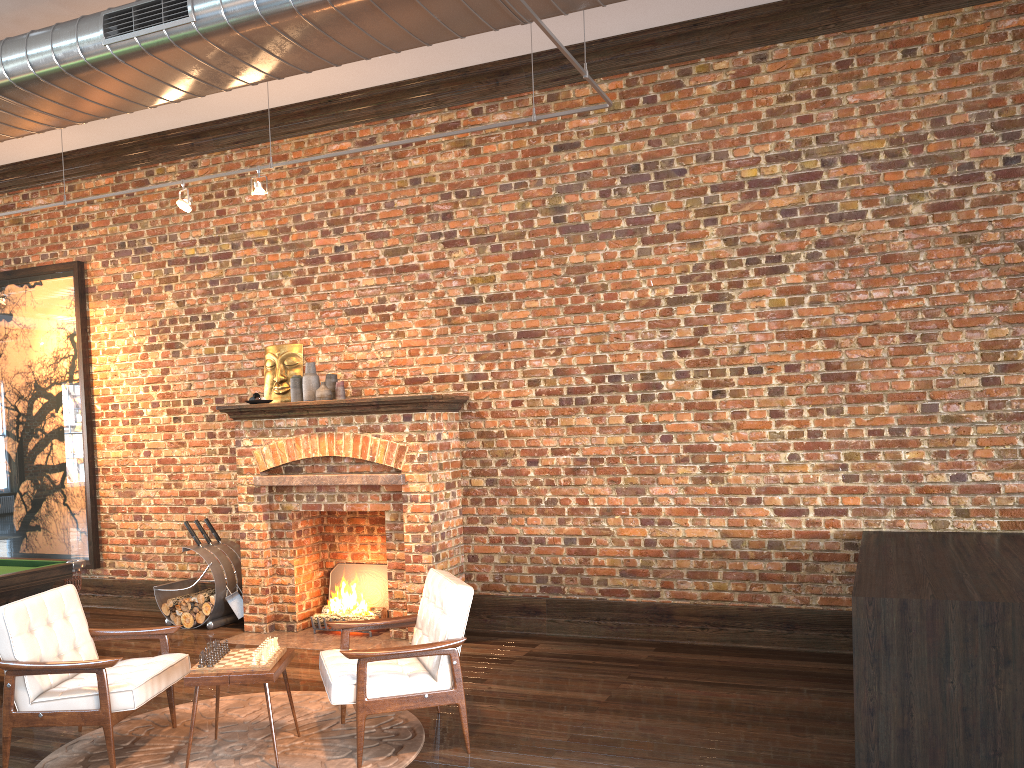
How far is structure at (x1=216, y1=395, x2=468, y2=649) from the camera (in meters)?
6.74

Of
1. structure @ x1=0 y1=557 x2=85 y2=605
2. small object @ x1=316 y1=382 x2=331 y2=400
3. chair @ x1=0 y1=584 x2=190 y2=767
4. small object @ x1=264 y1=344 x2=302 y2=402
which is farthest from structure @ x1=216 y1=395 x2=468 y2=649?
chair @ x1=0 y1=584 x2=190 y2=767

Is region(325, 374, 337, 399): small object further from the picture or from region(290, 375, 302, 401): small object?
the picture

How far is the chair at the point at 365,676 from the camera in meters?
4.3

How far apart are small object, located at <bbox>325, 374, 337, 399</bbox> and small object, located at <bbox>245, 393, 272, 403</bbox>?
0.5 meters

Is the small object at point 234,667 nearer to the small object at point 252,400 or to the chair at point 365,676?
the chair at point 365,676

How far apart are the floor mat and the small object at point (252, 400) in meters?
2.7

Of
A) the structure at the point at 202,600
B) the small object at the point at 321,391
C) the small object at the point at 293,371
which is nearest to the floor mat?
the structure at the point at 202,600

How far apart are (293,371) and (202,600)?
2.11m

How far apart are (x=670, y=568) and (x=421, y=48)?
4.21m
